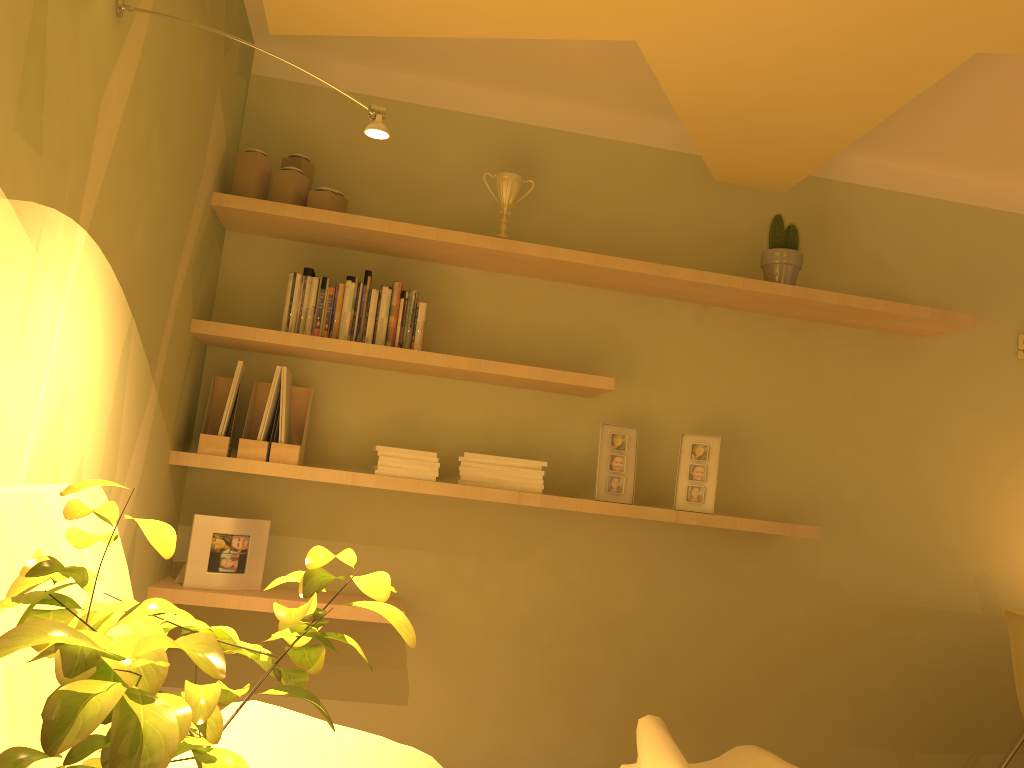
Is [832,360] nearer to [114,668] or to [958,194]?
[958,194]

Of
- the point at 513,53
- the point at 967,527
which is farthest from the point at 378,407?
the point at 967,527

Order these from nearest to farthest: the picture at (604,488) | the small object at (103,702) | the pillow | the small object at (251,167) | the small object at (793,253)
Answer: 1. the small object at (103,702)
2. the pillow
3. the small object at (251,167)
4. the picture at (604,488)
5. the small object at (793,253)

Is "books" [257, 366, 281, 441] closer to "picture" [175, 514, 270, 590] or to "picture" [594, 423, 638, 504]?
"picture" [175, 514, 270, 590]

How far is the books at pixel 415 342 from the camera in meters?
2.8

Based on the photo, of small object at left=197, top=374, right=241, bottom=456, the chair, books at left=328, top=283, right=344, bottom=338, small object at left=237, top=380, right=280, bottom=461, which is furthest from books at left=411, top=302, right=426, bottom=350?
the chair

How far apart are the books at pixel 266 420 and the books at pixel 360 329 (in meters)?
0.27

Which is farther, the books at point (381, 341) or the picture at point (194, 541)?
the books at point (381, 341)

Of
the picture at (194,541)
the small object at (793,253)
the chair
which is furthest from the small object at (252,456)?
the chair

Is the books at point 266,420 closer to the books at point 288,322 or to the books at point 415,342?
the books at point 288,322
